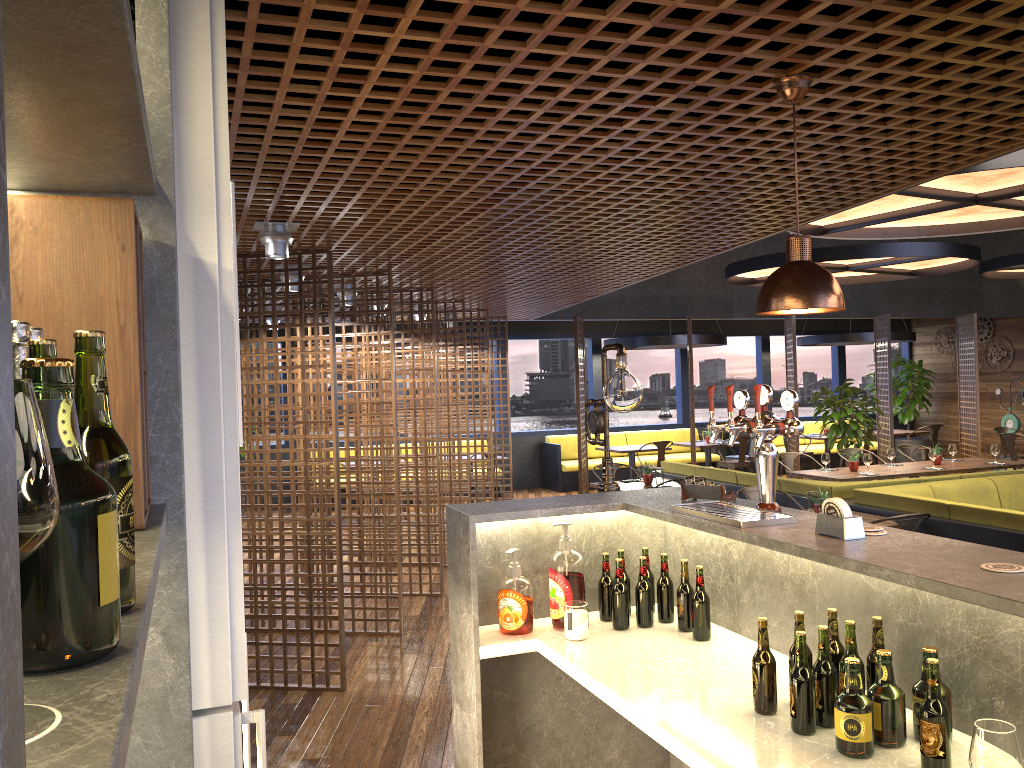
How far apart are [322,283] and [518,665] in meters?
2.9

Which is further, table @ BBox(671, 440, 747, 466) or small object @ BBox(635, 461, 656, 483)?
table @ BBox(671, 440, 747, 466)

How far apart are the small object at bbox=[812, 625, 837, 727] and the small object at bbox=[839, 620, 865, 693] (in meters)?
0.08

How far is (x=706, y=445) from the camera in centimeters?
1404cm

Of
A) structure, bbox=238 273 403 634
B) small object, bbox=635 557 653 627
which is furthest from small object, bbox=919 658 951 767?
structure, bbox=238 273 403 634

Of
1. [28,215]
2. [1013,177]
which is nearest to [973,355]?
[1013,177]

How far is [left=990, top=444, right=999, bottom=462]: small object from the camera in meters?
10.1 m

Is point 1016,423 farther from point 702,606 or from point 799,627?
point 799,627

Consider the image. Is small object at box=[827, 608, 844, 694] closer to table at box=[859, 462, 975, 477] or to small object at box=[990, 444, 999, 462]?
table at box=[859, 462, 975, 477]

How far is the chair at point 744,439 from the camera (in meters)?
13.70
